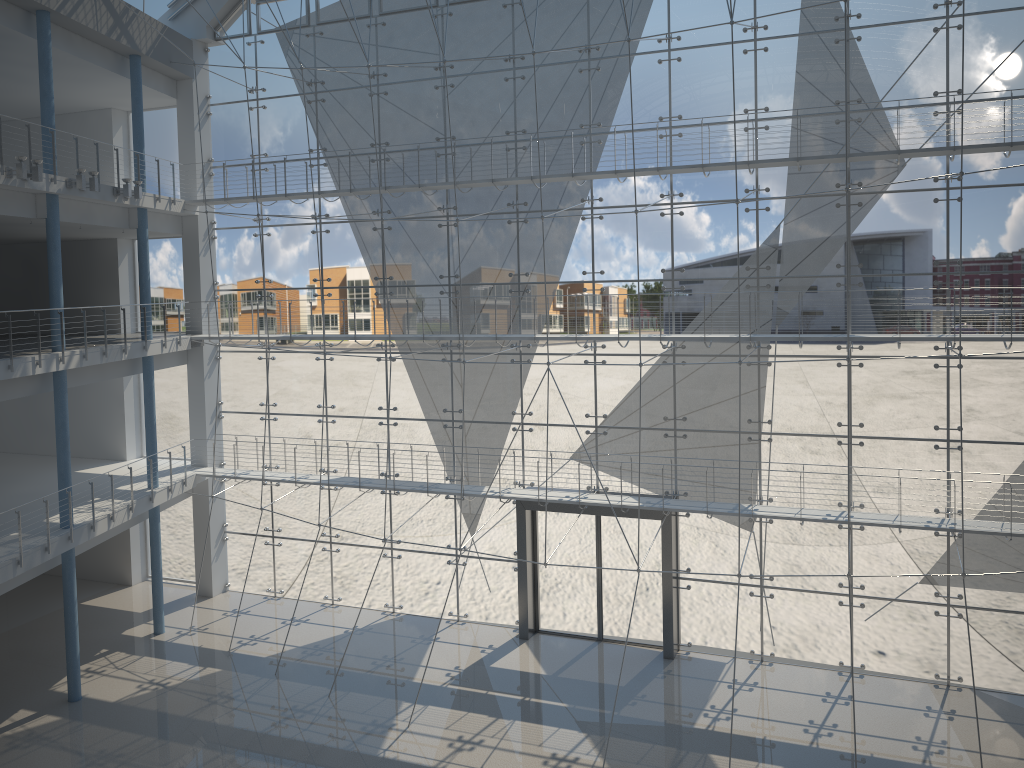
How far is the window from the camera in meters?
2.6

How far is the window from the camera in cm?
256

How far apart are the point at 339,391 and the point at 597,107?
1.4 meters
